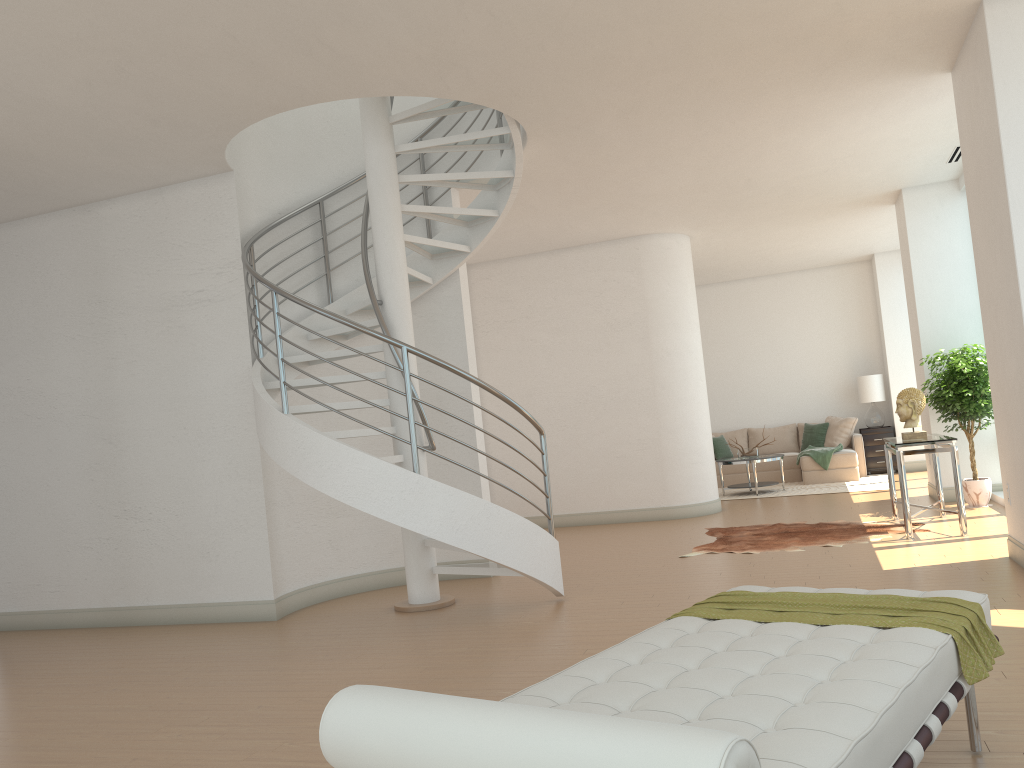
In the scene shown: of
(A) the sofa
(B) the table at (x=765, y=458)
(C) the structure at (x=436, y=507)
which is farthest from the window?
(C) the structure at (x=436, y=507)

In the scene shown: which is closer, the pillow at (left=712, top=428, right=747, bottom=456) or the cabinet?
the cabinet

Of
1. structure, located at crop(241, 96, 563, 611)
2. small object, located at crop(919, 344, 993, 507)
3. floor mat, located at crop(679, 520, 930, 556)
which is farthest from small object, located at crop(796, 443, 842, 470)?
structure, located at crop(241, 96, 563, 611)

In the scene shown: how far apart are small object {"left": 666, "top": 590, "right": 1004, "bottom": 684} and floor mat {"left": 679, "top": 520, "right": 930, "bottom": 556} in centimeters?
428cm

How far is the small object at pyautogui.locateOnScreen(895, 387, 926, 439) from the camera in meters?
7.7

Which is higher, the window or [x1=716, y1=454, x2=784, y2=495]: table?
[x1=716, y1=454, x2=784, y2=495]: table

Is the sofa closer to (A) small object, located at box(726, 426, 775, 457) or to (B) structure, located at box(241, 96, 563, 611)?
(A) small object, located at box(726, 426, 775, 457)

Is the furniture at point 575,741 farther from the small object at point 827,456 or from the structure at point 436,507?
the small object at point 827,456

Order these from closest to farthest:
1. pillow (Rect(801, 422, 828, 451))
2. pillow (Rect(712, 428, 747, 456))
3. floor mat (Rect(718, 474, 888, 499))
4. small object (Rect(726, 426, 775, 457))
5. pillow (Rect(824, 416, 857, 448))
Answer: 1. floor mat (Rect(718, 474, 888, 499))
2. small object (Rect(726, 426, 775, 457))
3. pillow (Rect(824, 416, 857, 448))
4. pillow (Rect(801, 422, 828, 451))
5. pillow (Rect(712, 428, 747, 456))

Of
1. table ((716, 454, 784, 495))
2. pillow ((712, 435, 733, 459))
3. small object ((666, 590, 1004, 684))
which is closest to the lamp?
pillow ((712, 435, 733, 459))
